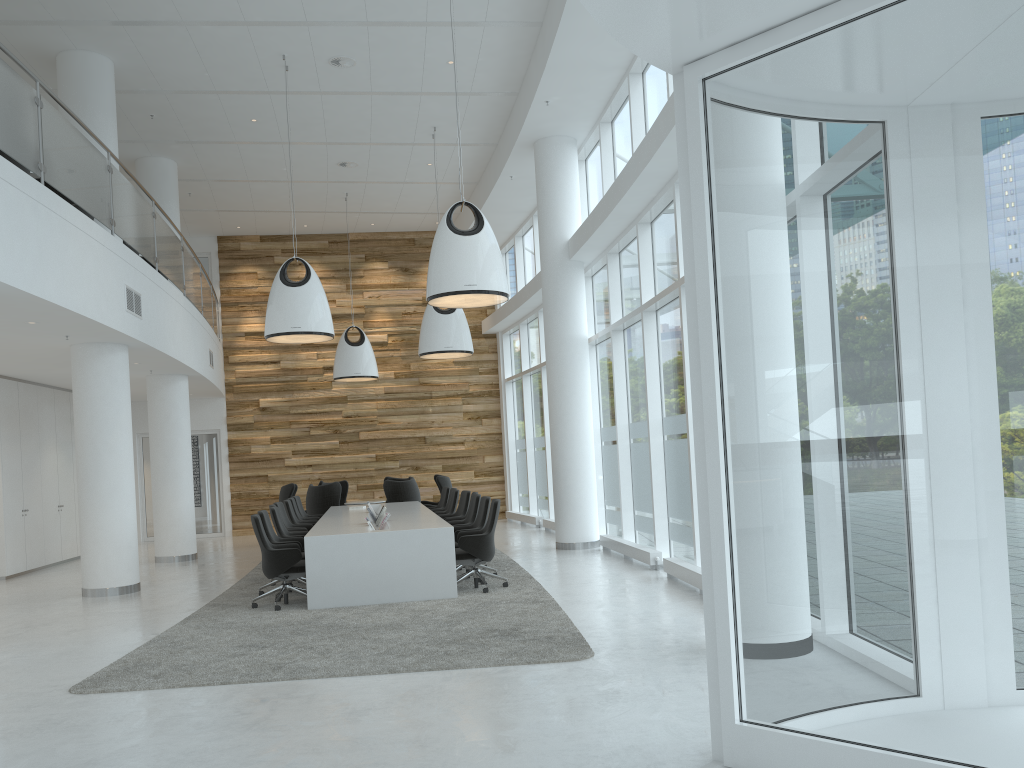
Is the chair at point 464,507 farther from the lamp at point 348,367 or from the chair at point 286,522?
the lamp at point 348,367

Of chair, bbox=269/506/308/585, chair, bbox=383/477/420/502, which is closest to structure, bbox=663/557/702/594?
→ chair, bbox=269/506/308/585

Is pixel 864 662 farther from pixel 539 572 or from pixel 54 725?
pixel 539 572

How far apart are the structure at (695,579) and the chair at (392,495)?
7.2m

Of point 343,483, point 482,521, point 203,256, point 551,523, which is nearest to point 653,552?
point 482,521

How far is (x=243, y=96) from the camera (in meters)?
12.48

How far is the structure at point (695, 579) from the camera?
8.6 meters

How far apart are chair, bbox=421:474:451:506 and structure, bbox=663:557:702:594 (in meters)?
8.07

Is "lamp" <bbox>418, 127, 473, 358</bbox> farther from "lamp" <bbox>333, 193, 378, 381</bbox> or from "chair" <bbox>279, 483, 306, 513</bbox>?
"chair" <bbox>279, 483, 306, 513</bbox>

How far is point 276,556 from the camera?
8.9m
